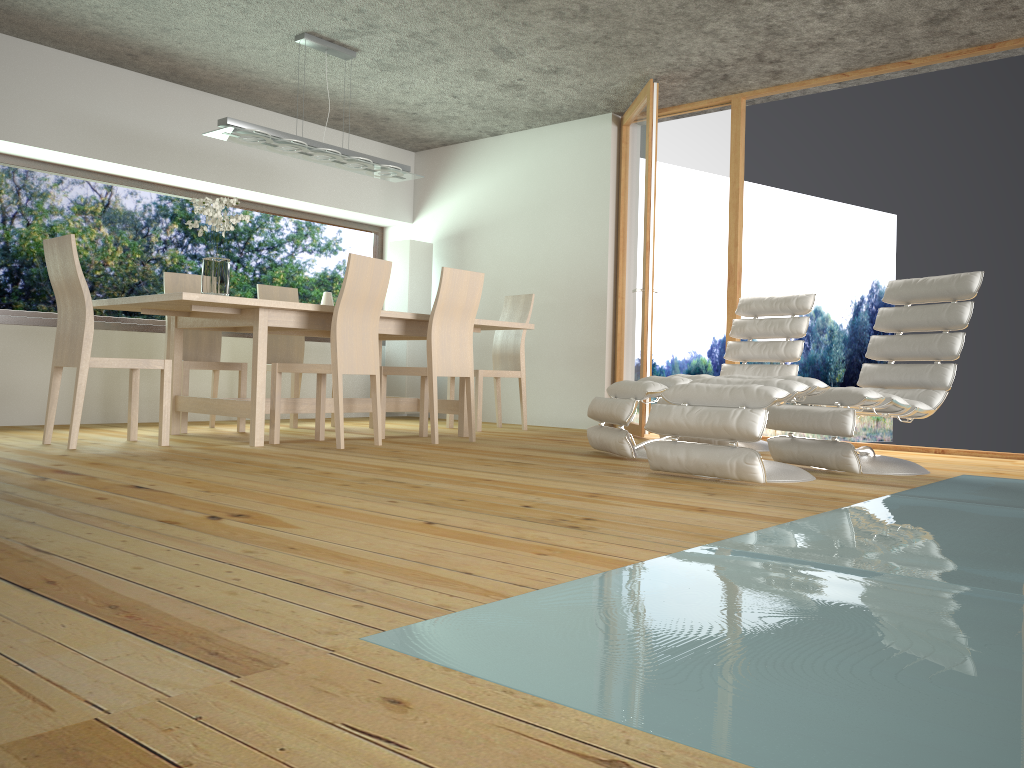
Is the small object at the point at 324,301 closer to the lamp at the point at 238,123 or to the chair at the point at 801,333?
the lamp at the point at 238,123

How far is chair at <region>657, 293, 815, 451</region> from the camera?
5.4 meters

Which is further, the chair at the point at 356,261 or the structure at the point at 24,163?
the structure at the point at 24,163

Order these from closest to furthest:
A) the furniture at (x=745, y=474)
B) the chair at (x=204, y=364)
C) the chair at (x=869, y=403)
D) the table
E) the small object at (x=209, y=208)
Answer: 1. the furniture at (x=745, y=474)
2. the chair at (x=869, y=403)
3. the table
4. the small object at (x=209, y=208)
5. the chair at (x=204, y=364)

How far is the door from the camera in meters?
6.0 m

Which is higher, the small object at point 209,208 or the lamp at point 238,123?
the lamp at point 238,123

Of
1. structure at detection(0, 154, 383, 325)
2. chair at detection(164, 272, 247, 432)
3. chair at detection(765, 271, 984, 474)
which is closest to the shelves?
structure at detection(0, 154, 383, 325)

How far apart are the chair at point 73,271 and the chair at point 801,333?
2.8 meters

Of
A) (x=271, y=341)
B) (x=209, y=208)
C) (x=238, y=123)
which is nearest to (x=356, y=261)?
(x=209, y=208)

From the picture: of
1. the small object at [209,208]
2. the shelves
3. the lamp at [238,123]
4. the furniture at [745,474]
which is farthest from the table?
the furniture at [745,474]
